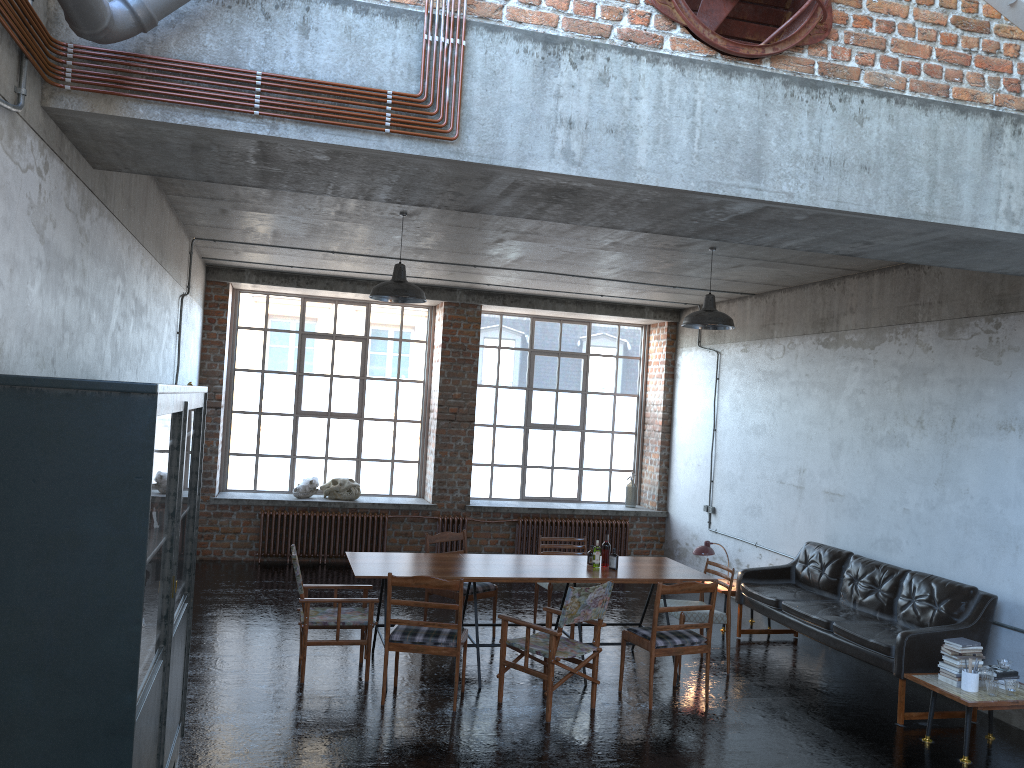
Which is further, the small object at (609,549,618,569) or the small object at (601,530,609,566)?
the small object at (601,530,609,566)

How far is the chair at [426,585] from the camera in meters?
6.6

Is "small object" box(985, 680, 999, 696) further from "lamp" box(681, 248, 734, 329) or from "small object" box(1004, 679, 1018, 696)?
"lamp" box(681, 248, 734, 329)

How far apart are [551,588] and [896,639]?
3.21m

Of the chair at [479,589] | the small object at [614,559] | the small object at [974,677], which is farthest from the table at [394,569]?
the small object at [974,677]

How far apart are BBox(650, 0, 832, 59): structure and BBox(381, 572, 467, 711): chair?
4.03m

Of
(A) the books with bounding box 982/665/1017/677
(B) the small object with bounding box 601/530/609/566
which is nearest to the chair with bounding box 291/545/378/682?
(B) the small object with bounding box 601/530/609/566

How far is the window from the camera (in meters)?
12.71

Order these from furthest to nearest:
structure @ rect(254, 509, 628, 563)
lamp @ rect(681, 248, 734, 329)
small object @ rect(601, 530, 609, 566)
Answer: structure @ rect(254, 509, 628, 563) → lamp @ rect(681, 248, 734, 329) → small object @ rect(601, 530, 609, 566)

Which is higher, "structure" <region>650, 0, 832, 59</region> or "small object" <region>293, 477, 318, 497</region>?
"structure" <region>650, 0, 832, 59</region>
